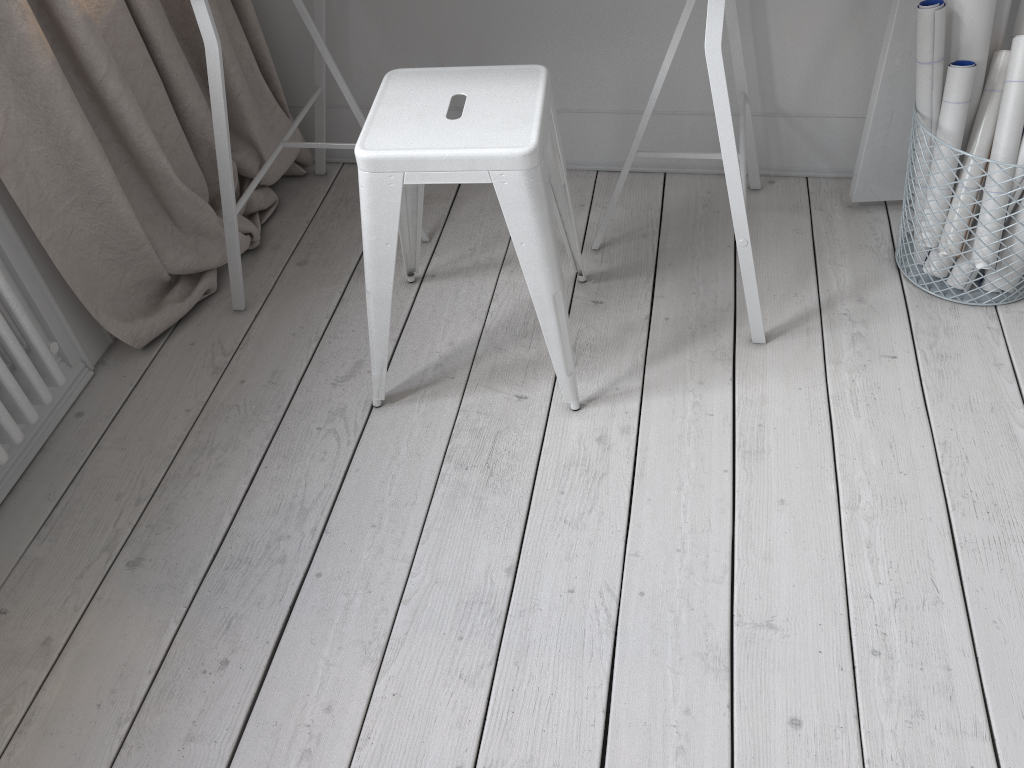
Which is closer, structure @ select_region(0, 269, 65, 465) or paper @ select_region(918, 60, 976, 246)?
structure @ select_region(0, 269, 65, 465)

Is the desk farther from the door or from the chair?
the door

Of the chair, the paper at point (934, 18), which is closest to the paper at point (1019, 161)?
the paper at point (934, 18)

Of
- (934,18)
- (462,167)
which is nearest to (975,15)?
(934,18)

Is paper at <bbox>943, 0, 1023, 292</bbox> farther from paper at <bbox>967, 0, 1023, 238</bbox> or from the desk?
the desk

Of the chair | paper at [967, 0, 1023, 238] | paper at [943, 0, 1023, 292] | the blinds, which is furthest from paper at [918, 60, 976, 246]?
the blinds

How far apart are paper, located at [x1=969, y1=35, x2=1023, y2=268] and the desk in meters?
0.4

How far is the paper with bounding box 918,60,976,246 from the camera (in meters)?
1.64

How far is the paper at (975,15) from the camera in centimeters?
161cm

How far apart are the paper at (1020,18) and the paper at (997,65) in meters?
0.1
